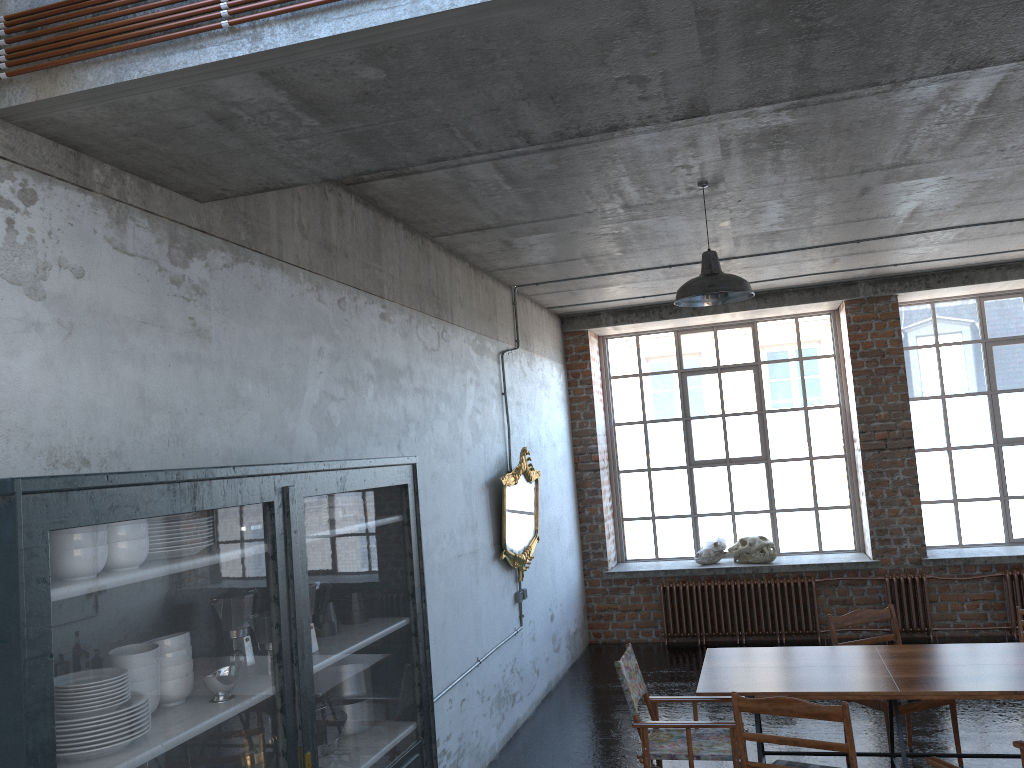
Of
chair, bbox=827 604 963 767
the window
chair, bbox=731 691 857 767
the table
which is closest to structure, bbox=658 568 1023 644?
the window

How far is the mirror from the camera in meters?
7.4

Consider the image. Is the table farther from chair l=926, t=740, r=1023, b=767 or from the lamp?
the lamp

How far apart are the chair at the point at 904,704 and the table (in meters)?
0.39

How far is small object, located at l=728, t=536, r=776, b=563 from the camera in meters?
10.0

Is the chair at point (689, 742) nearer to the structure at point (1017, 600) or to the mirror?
the mirror

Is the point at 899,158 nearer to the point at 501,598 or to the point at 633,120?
the point at 633,120

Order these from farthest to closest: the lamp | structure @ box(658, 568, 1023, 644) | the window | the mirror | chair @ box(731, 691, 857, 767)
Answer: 1. the window
2. structure @ box(658, 568, 1023, 644)
3. the mirror
4. the lamp
5. chair @ box(731, 691, 857, 767)

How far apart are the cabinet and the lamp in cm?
220

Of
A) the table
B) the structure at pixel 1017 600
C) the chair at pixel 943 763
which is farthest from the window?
the chair at pixel 943 763
